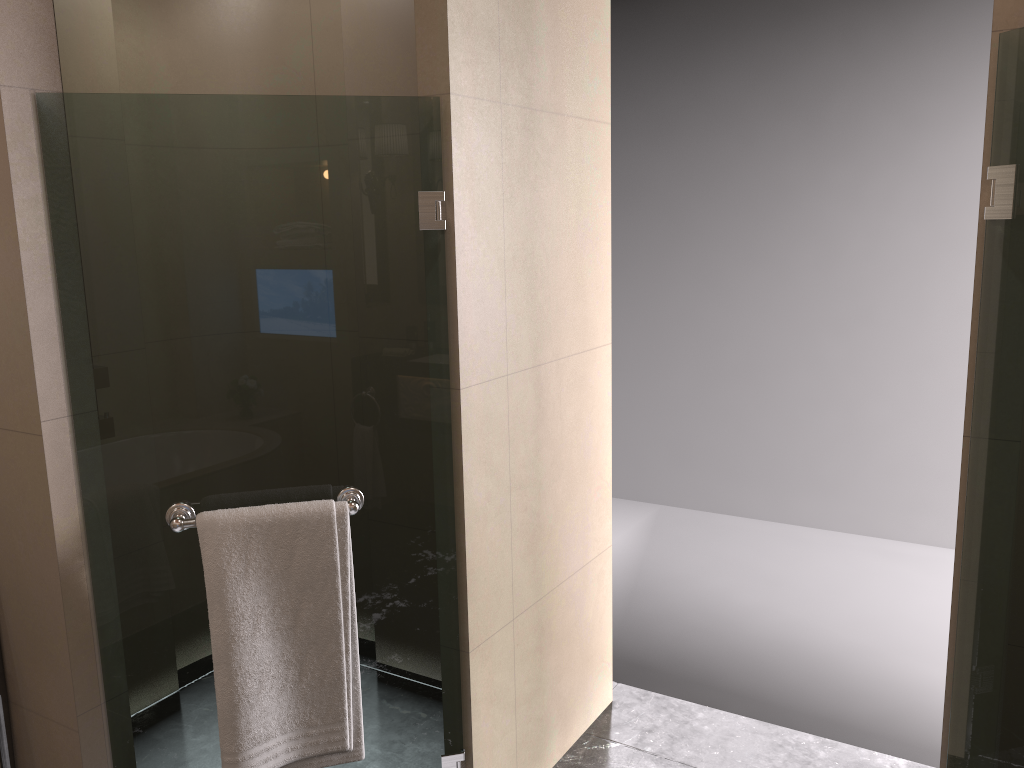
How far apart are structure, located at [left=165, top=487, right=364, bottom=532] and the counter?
0.6m

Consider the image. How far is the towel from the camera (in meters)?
1.83

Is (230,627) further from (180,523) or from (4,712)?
(4,712)

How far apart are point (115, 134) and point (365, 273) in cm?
150

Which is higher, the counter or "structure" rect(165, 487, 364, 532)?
"structure" rect(165, 487, 364, 532)

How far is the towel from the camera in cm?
183

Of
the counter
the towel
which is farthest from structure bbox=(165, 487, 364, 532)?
the counter

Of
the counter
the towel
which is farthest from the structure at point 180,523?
the counter

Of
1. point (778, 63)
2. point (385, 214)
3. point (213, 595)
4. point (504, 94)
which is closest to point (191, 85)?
point (504, 94)

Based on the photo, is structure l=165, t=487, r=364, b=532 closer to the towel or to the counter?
the towel
